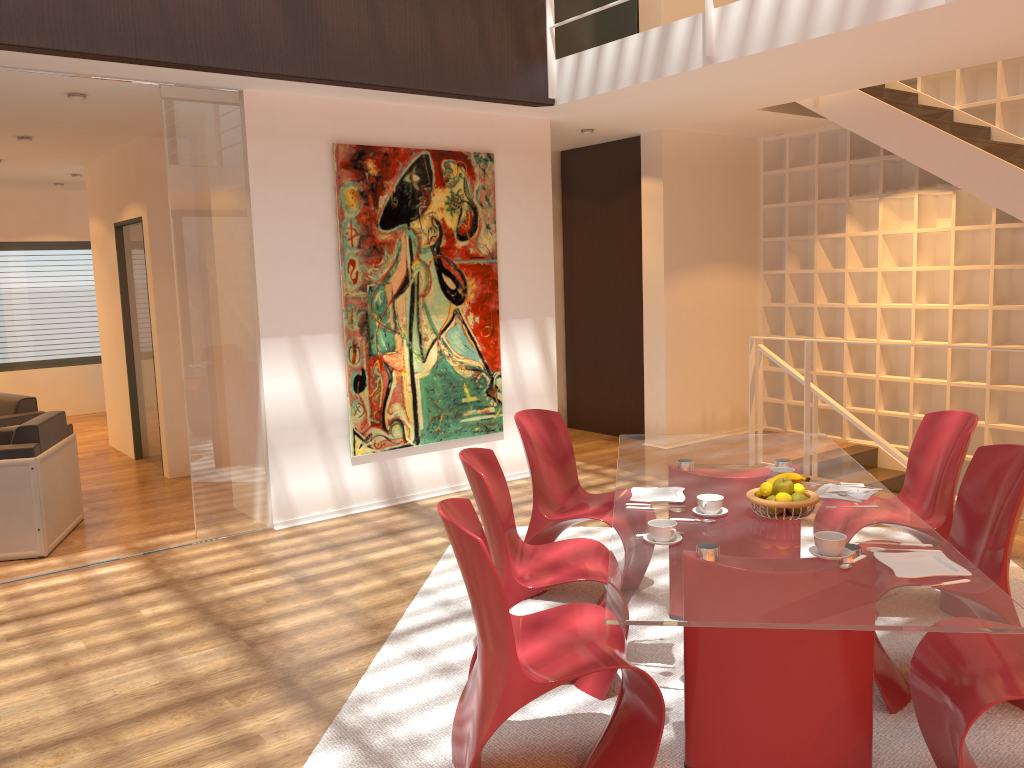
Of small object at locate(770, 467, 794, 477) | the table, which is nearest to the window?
the table

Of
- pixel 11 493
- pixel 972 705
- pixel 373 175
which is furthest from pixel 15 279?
pixel 972 705

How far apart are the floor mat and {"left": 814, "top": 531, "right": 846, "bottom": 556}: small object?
0.8 meters

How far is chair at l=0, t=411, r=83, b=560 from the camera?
5.1m

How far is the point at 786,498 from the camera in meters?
2.9

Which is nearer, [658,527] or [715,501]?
[658,527]

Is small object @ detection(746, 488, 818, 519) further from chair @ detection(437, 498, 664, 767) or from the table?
chair @ detection(437, 498, 664, 767)

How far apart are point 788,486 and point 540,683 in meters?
1.1

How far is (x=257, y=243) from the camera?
5.42m

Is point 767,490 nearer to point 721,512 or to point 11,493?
point 721,512
